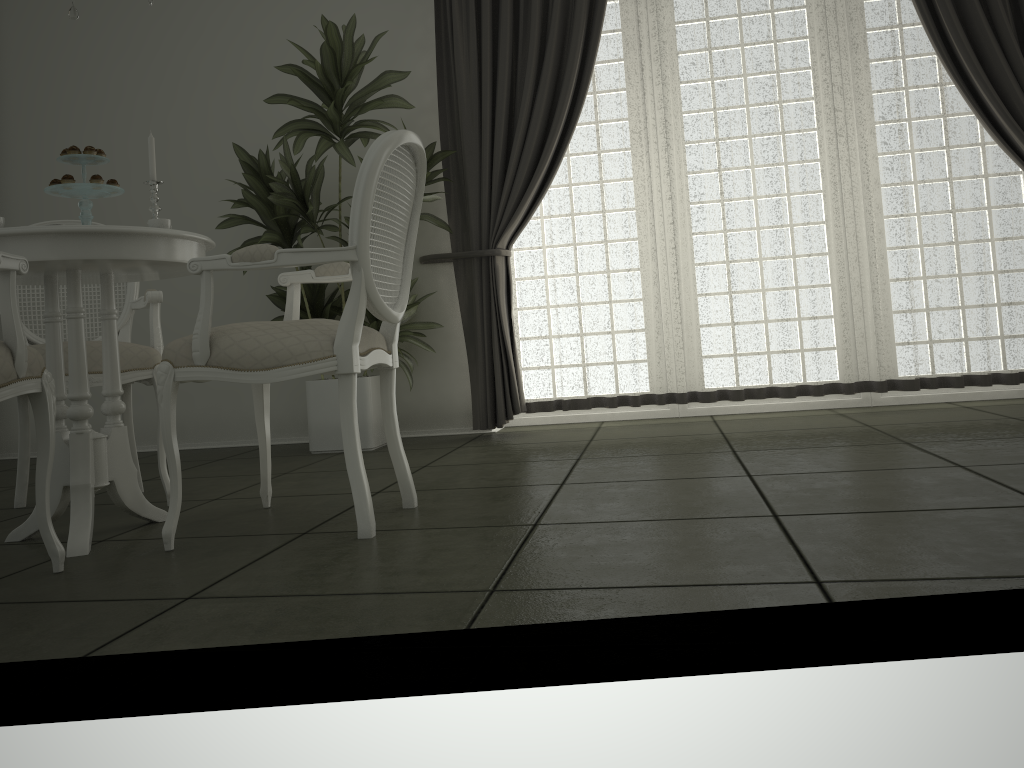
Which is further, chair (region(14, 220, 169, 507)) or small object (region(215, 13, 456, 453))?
small object (region(215, 13, 456, 453))

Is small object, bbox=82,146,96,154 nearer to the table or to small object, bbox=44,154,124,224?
small object, bbox=44,154,124,224

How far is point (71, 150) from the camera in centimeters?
246cm

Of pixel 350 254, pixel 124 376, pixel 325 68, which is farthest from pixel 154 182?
pixel 325 68

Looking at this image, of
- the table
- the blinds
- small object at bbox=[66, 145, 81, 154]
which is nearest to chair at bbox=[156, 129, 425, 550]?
the table

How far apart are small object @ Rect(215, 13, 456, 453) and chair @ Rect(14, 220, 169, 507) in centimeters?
80cm

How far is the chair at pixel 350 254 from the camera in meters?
2.2 m

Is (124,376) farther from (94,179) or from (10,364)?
(10,364)

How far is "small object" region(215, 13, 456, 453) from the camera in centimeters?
395cm

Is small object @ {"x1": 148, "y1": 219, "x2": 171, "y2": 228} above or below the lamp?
below
